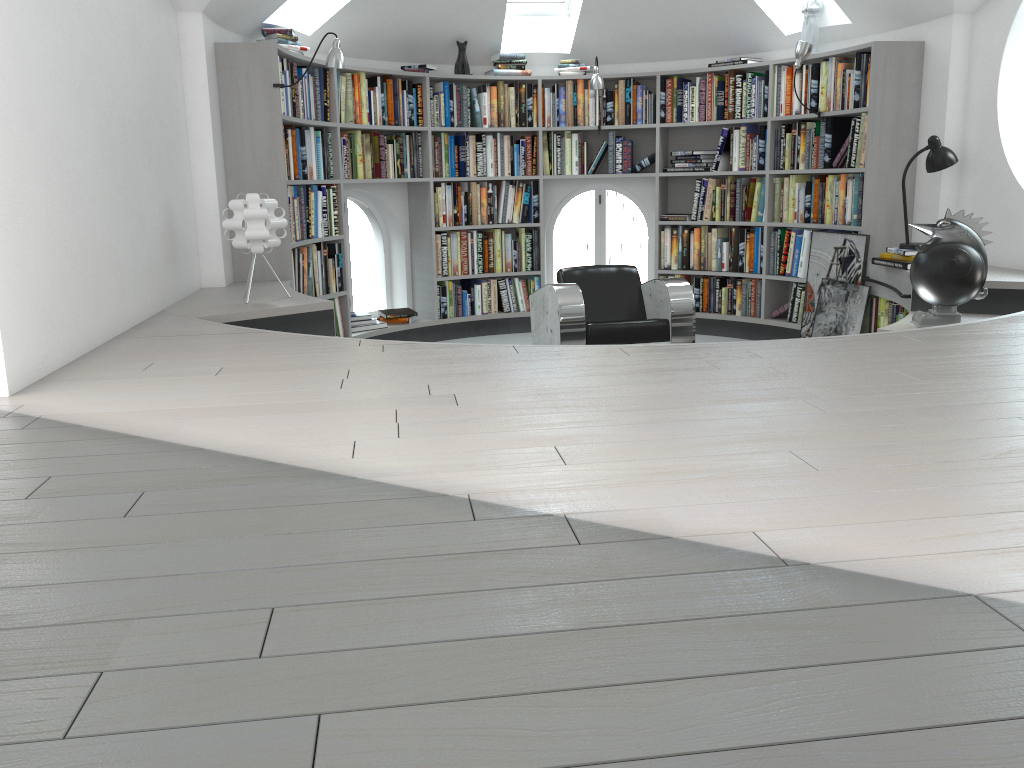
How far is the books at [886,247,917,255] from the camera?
5.16m

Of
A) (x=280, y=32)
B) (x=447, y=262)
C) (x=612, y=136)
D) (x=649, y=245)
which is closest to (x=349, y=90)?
(x=280, y=32)

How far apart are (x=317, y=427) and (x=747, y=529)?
1.1m

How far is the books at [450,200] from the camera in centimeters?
693cm

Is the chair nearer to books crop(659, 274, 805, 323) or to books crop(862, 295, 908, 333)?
books crop(862, 295, 908, 333)

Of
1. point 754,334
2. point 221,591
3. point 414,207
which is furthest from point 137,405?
point 754,334

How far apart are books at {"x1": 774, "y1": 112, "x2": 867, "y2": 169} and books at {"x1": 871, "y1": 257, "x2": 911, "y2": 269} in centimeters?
72cm

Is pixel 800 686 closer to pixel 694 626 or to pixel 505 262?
pixel 694 626

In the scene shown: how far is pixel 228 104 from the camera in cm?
506

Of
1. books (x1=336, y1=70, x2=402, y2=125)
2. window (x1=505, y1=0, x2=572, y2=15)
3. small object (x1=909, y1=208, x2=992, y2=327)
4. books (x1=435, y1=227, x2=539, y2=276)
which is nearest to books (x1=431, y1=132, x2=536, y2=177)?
books (x1=336, y1=70, x2=402, y2=125)
